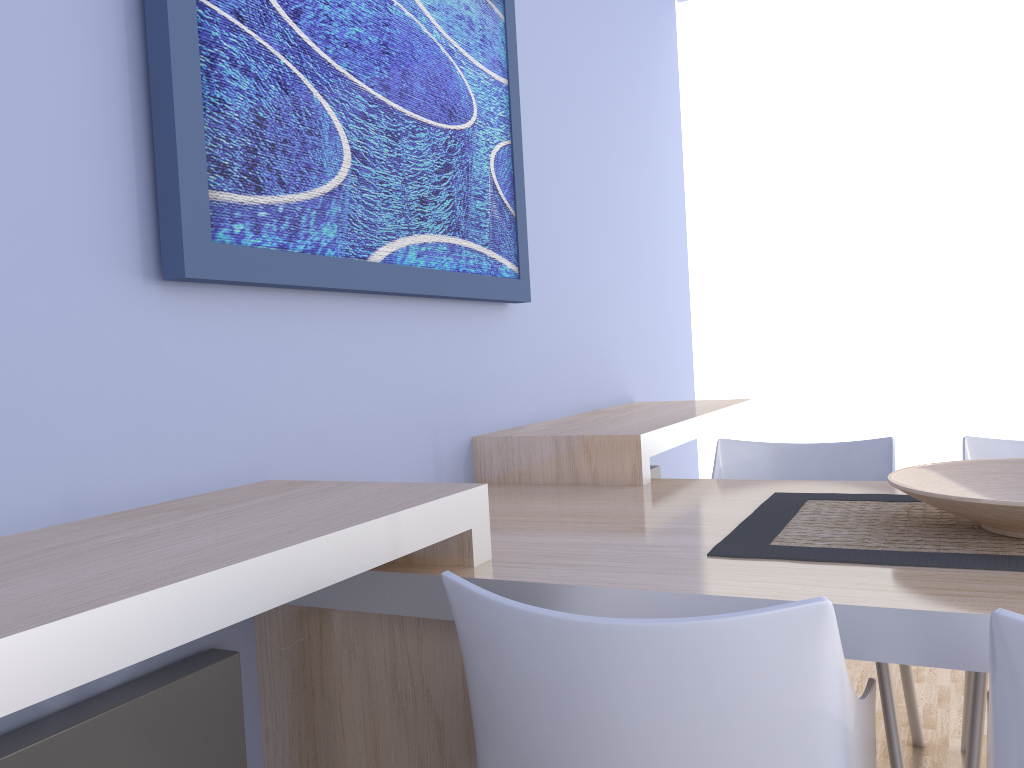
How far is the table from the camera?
1.1m

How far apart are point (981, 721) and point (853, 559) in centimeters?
82cm

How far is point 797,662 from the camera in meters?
0.9

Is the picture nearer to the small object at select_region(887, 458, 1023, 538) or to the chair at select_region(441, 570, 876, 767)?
the chair at select_region(441, 570, 876, 767)

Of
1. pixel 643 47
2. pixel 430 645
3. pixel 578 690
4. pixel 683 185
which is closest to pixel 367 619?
pixel 430 645

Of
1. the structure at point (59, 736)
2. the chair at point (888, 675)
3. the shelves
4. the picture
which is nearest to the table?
the shelves

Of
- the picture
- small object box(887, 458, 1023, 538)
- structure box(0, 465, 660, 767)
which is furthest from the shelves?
small object box(887, 458, 1023, 538)

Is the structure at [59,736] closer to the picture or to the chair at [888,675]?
the picture

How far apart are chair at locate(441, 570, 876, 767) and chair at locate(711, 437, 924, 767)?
0.8m

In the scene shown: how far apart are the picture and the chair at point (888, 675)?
0.7m
